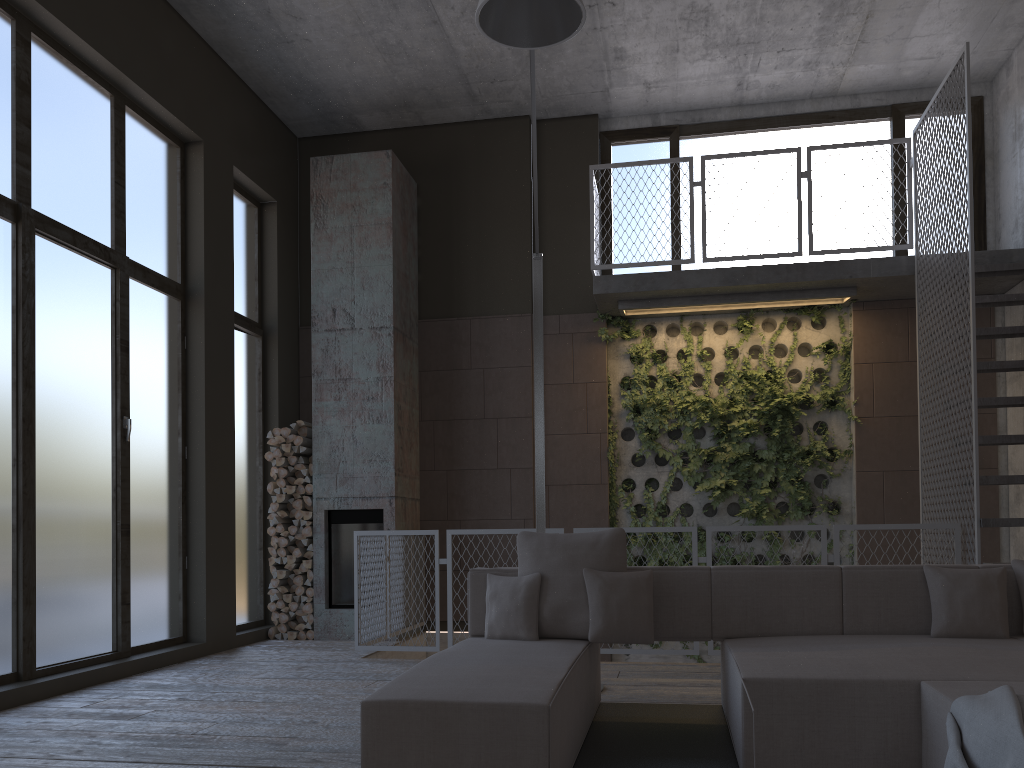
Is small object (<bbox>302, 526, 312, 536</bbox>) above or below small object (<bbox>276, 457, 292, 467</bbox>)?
below

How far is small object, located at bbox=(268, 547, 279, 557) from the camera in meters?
8.1 m

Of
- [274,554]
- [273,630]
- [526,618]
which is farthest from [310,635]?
[526,618]

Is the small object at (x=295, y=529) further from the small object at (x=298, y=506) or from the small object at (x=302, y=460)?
the small object at (x=302, y=460)

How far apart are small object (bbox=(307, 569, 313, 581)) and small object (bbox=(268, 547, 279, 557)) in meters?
0.4 m

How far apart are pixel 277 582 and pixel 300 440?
1.30m

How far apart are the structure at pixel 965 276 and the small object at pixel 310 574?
3.65m

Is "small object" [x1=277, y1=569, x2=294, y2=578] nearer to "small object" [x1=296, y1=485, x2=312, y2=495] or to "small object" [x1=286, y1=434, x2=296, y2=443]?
"small object" [x1=296, y1=485, x2=312, y2=495]

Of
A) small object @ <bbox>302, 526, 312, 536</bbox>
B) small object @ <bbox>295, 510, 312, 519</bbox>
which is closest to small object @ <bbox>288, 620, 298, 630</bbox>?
small object @ <bbox>302, 526, 312, 536</bbox>

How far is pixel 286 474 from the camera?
8.2 meters
